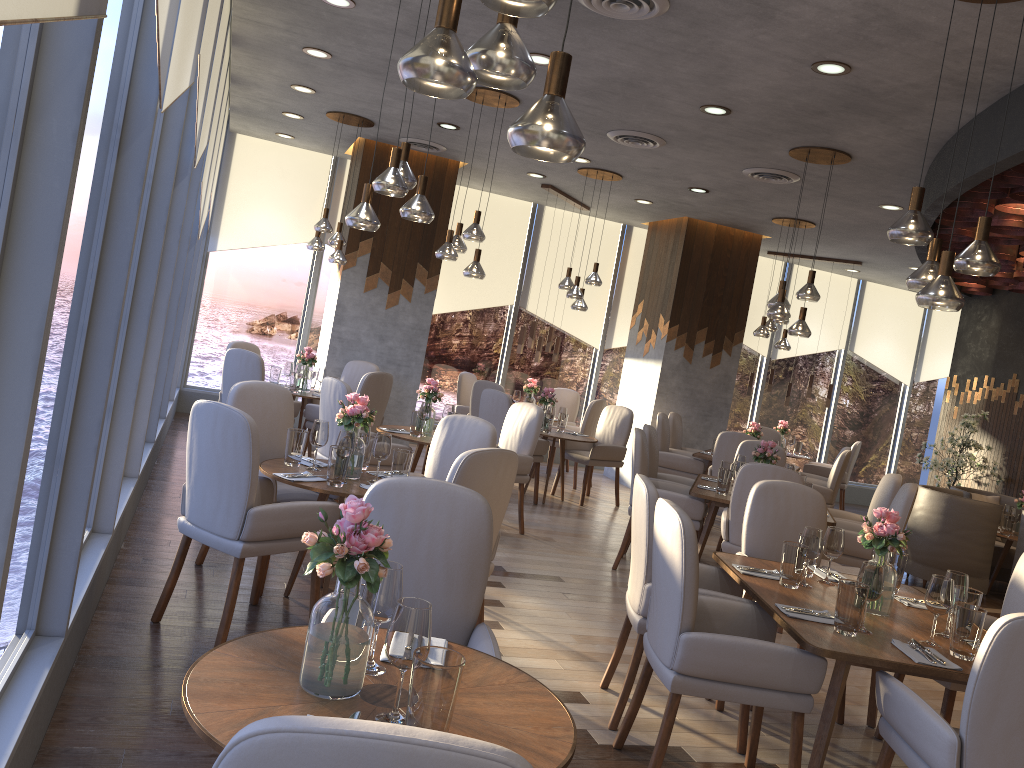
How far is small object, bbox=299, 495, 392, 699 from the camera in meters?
1.8

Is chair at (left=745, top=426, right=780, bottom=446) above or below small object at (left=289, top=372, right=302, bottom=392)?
above

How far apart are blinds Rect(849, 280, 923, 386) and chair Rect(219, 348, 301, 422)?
8.44m

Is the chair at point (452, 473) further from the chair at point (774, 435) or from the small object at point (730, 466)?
the chair at point (774, 435)

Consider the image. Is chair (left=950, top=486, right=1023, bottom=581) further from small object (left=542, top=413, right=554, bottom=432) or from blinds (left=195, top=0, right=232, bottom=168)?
blinds (left=195, top=0, right=232, bottom=168)

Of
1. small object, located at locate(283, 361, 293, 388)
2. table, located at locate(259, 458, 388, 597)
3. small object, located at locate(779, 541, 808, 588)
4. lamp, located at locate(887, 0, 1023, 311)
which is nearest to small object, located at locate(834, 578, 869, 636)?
small object, located at locate(779, 541, 808, 588)

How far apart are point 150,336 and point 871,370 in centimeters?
1075cm

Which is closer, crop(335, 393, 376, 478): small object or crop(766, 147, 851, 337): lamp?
crop(335, 393, 376, 478): small object

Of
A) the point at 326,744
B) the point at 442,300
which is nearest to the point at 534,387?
the point at 442,300

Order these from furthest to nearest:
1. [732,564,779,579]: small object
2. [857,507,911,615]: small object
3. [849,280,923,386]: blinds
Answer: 1. [849,280,923,386]: blinds
2. [732,564,779,579]: small object
3. [857,507,911,615]: small object
